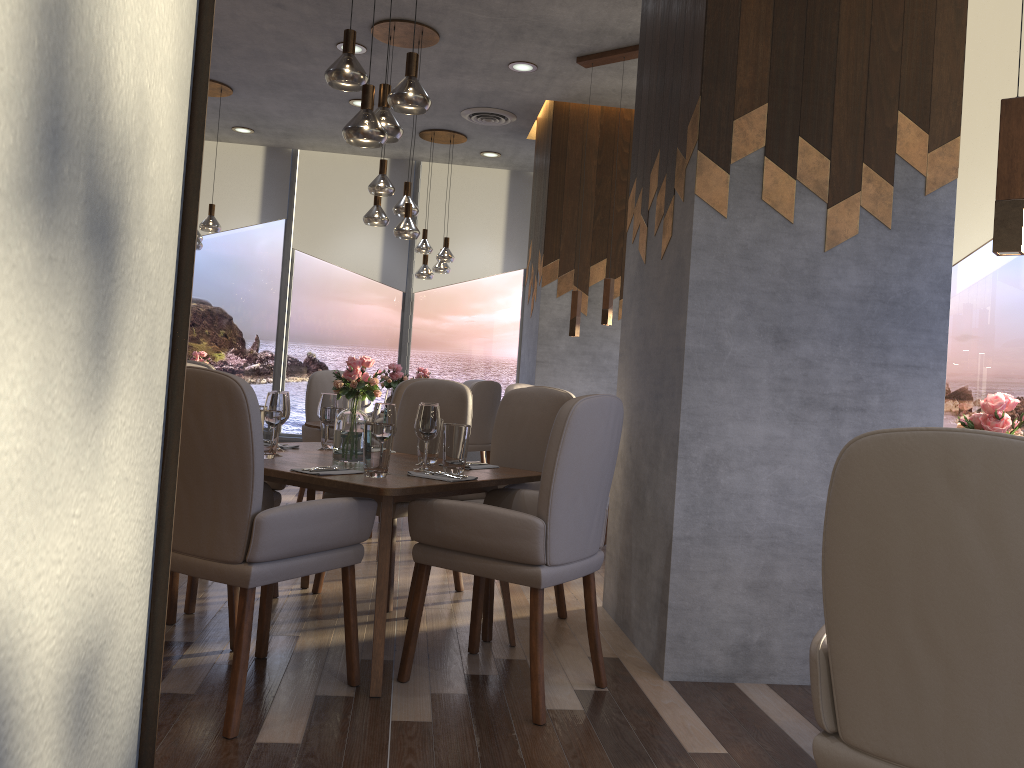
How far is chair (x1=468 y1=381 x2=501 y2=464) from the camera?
7.41m

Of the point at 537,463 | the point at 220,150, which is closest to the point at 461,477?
the point at 537,463

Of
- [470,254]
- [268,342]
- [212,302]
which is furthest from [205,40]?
[212,302]

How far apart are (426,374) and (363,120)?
4.87m

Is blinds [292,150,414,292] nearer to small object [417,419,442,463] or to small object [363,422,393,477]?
small object [417,419,442,463]

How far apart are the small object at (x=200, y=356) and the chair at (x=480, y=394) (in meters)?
2.18

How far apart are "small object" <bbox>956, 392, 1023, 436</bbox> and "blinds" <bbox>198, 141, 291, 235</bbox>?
7.8m

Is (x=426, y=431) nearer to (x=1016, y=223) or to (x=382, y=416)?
(x=382, y=416)

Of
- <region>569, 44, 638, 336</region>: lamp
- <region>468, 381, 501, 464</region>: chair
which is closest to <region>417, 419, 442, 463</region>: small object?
<region>569, 44, 638, 336</region>: lamp

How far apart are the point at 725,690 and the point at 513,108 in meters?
5.2 m
